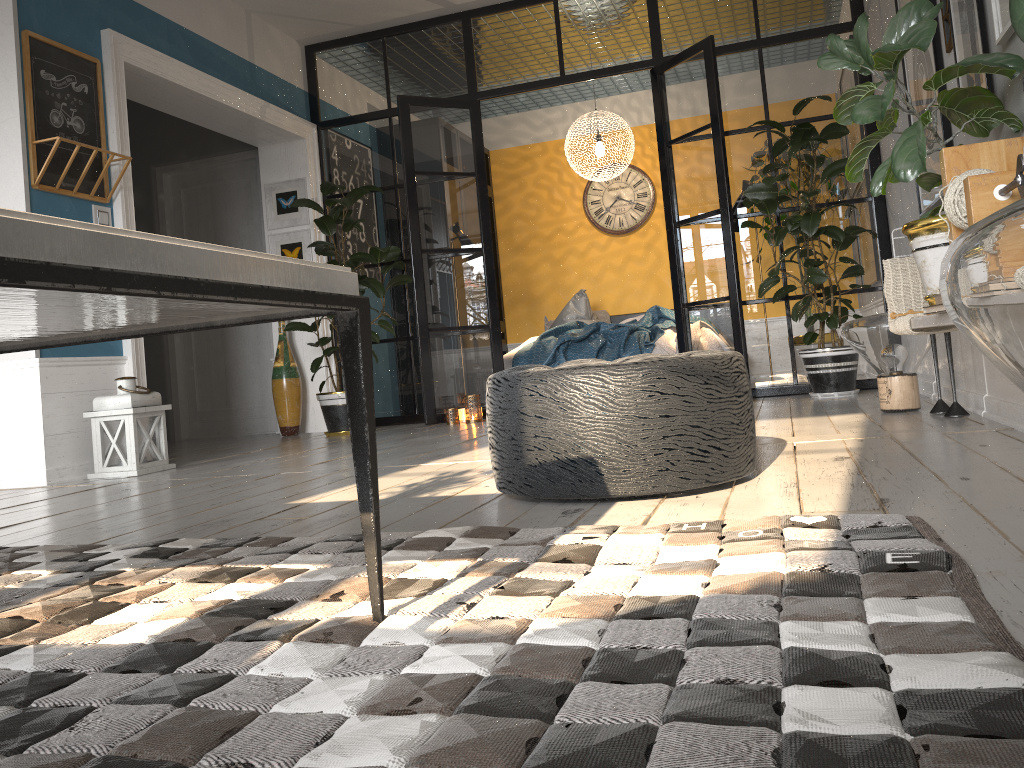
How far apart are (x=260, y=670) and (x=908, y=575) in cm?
87

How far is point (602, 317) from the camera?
8.6 meters

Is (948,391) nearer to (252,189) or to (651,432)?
(651,432)

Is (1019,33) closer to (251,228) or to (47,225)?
(47,225)

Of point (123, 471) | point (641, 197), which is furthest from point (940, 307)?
point (641, 197)

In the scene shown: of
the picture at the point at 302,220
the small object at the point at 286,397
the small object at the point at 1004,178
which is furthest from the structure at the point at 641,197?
the small object at the point at 1004,178

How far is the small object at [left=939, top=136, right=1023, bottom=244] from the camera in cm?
205

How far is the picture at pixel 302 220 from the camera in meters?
6.7 m

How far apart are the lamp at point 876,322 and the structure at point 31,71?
3.6m

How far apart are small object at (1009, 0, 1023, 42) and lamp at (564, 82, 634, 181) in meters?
6.6 m
